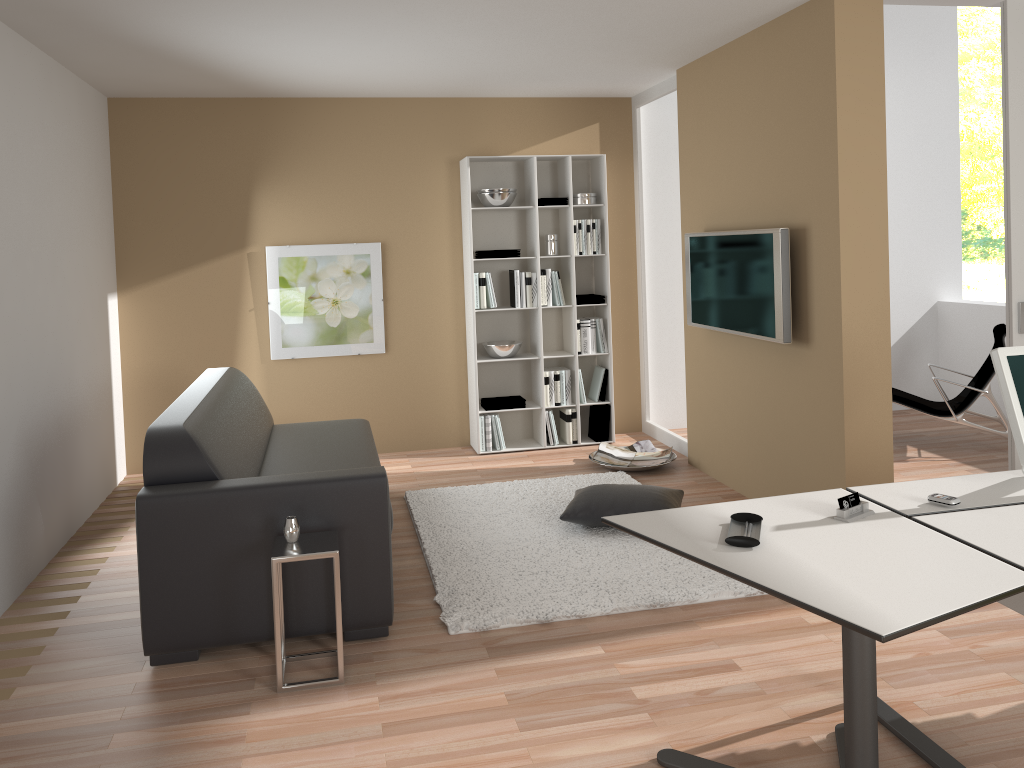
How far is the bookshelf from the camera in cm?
638

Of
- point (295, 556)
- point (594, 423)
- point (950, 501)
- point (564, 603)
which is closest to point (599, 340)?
point (594, 423)

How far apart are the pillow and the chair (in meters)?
2.16

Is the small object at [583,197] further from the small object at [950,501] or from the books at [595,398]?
the small object at [950,501]

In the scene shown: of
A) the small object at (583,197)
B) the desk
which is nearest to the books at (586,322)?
the small object at (583,197)

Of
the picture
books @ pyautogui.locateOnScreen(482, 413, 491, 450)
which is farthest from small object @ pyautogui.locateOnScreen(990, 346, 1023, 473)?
the picture

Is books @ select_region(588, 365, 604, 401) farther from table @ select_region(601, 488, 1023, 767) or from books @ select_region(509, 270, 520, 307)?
table @ select_region(601, 488, 1023, 767)

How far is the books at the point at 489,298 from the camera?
6.3 meters

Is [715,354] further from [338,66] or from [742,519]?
[742,519]

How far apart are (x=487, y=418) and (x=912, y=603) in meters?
4.6
